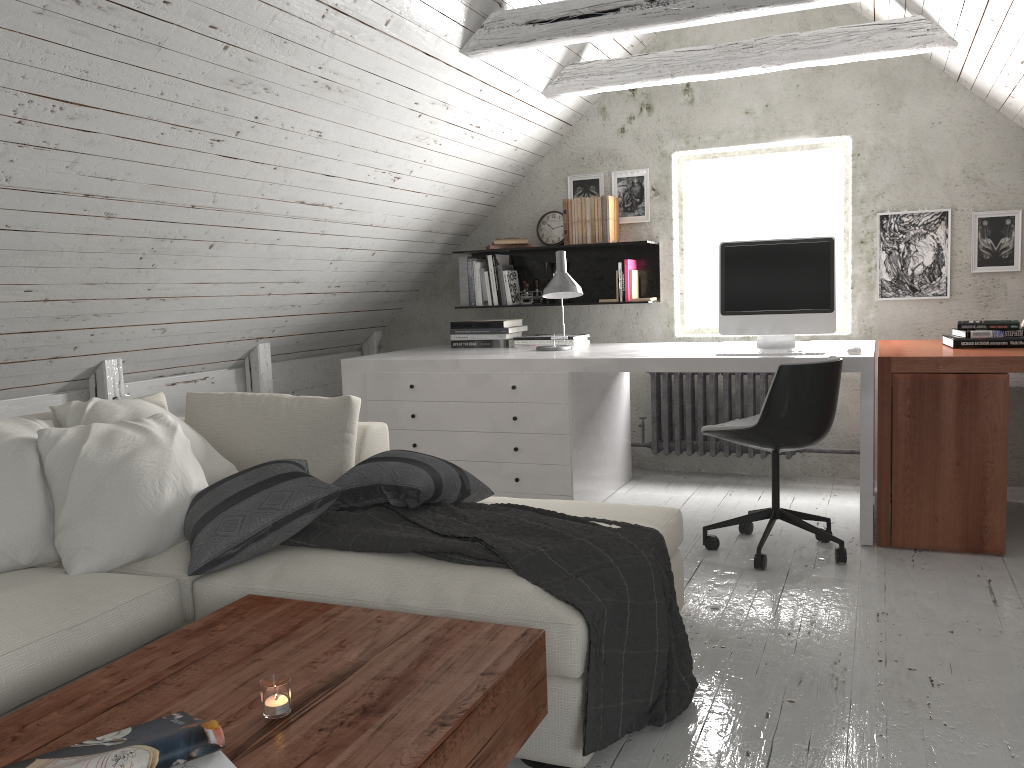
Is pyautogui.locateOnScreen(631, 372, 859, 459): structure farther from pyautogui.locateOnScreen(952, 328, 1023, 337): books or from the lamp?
pyautogui.locateOnScreen(952, 328, 1023, 337): books

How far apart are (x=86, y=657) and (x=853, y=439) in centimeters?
384cm

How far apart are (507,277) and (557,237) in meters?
0.4

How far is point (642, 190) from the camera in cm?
492

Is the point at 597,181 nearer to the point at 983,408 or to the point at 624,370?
the point at 624,370

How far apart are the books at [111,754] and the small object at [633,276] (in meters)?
3.73

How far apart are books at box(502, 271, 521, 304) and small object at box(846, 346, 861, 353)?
2.1 meters

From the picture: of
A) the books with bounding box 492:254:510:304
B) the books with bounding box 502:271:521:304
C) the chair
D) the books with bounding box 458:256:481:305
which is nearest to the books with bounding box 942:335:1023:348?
the chair

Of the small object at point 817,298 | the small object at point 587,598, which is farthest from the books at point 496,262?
the small object at point 587,598

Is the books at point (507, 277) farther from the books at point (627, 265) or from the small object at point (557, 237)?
the books at point (627, 265)
